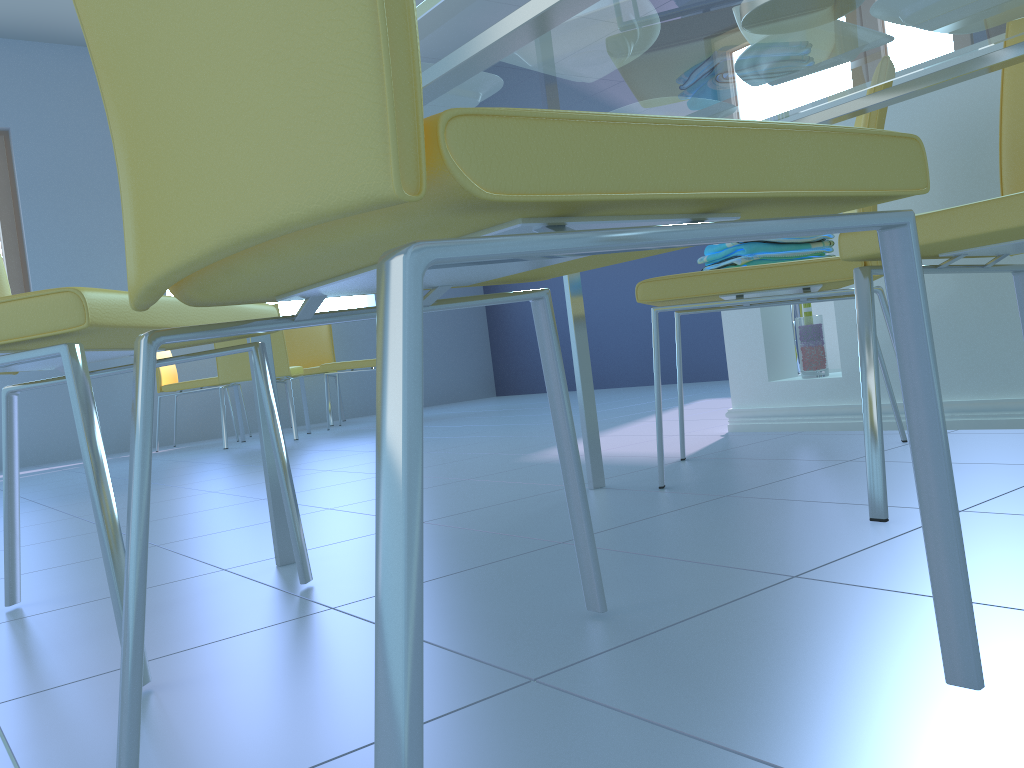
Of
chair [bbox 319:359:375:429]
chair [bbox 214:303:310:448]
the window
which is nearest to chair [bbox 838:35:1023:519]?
chair [bbox 214:303:310:448]

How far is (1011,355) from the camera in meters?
1.8

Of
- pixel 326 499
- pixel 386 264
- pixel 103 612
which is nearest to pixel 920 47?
pixel 386 264

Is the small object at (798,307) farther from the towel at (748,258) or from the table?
the table

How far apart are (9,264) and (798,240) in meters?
5.0 m

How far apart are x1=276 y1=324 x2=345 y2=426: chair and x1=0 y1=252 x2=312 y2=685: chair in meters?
4.3 m

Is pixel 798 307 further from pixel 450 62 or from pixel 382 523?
pixel 382 523

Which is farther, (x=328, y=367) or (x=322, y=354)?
(x=322, y=354)

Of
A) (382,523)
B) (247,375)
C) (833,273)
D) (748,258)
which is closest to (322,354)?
(247,375)

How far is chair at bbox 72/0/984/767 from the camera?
0.3m
